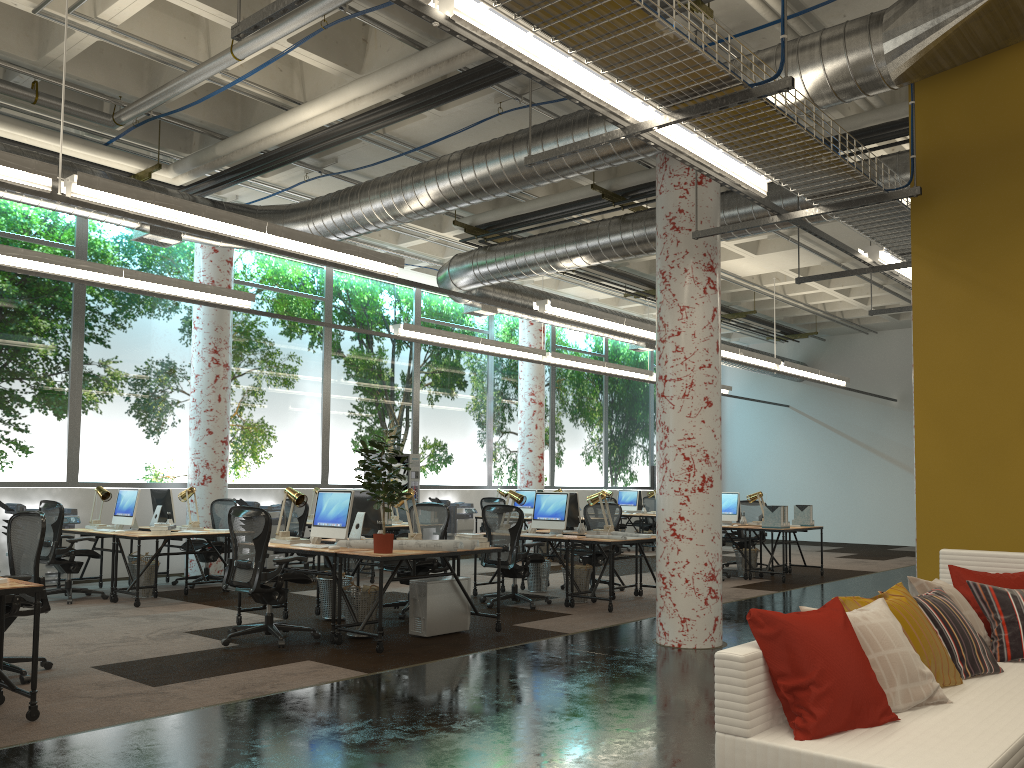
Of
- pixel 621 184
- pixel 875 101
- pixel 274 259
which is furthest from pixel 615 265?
pixel 875 101

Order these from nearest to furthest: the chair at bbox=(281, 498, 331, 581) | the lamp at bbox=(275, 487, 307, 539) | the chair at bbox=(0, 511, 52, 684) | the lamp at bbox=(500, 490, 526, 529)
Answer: the chair at bbox=(0, 511, 52, 684) → the lamp at bbox=(275, 487, 307, 539) → the lamp at bbox=(500, 490, 526, 529) → the chair at bbox=(281, 498, 331, 581)

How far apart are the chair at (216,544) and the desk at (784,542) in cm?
687

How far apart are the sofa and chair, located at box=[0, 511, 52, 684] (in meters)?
4.57

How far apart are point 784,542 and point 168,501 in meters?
7.9 m

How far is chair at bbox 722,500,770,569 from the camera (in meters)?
13.71

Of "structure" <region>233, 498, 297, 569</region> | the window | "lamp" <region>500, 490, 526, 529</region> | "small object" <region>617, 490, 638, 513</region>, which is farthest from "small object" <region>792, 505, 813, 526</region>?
"structure" <region>233, 498, 297, 569</region>

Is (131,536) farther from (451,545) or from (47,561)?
(451,545)

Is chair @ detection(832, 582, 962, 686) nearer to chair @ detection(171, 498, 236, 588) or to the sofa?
the sofa

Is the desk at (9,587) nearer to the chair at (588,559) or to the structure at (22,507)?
the structure at (22,507)
